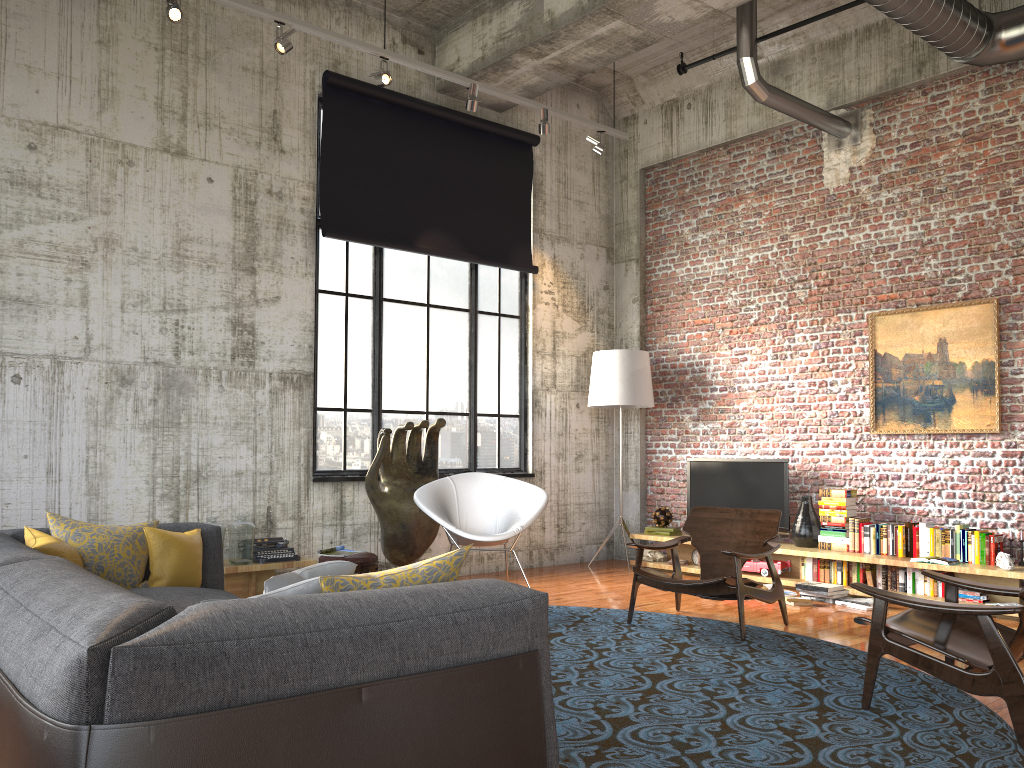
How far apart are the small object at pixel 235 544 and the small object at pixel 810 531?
4.68m

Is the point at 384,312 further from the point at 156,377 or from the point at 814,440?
the point at 814,440

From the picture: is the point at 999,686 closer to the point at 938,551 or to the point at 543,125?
the point at 938,551

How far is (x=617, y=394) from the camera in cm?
894

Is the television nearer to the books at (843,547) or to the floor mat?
the books at (843,547)

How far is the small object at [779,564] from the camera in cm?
788

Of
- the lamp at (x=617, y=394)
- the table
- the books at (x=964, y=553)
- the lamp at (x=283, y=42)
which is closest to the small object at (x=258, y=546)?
the table

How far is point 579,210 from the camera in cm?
984

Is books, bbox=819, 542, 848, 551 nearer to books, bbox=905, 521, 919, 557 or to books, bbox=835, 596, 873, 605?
books, bbox=905, 521, 919, 557

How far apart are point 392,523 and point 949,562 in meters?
4.4 m
